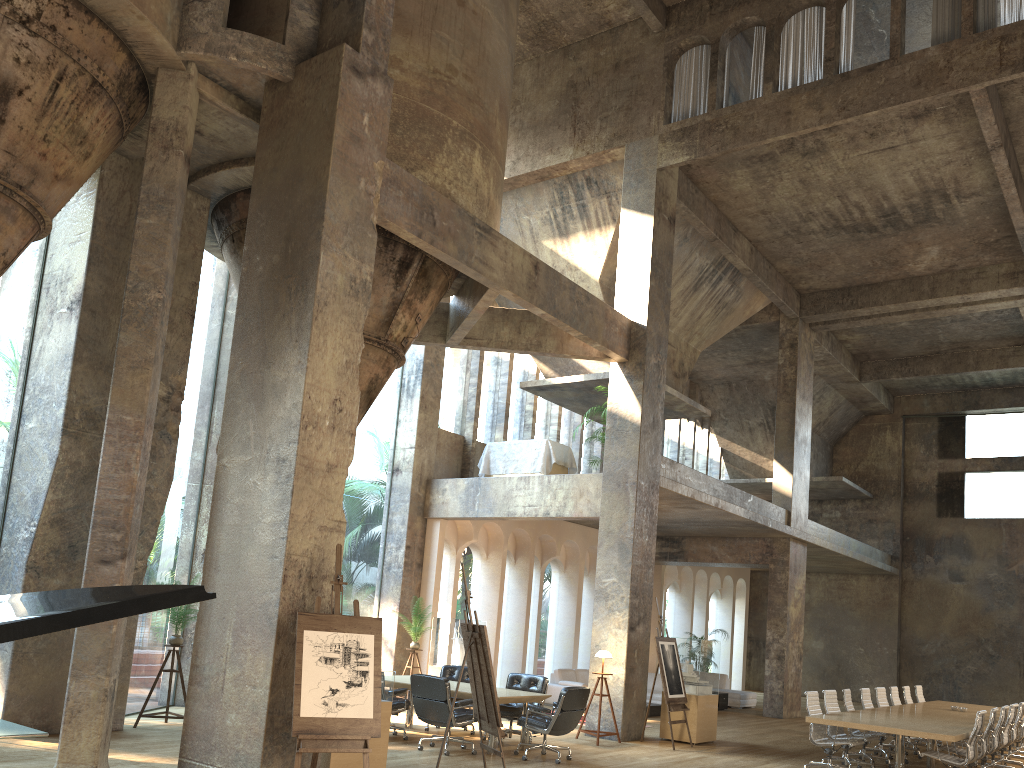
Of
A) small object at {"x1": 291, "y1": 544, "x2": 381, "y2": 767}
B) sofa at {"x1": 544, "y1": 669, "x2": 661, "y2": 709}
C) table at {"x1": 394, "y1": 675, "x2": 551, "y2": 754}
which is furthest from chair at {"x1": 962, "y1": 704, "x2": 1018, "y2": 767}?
small object at {"x1": 291, "y1": 544, "x2": 381, "y2": 767}

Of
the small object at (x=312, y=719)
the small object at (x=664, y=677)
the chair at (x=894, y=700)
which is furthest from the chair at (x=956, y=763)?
the small object at (x=312, y=719)

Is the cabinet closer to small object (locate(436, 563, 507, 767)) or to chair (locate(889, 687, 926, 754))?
chair (locate(889, 687, 926, 754))

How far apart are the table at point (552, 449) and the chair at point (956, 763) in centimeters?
730cm

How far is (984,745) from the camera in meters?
10.2 m

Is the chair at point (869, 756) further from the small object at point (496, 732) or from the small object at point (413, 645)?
the small object at point (413, 645)

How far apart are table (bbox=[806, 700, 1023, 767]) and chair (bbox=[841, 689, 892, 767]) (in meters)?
0.30

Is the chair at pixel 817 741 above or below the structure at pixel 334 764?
above

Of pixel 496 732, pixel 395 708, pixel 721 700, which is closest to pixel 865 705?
pixel 721 700

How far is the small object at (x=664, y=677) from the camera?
12.1 meters
